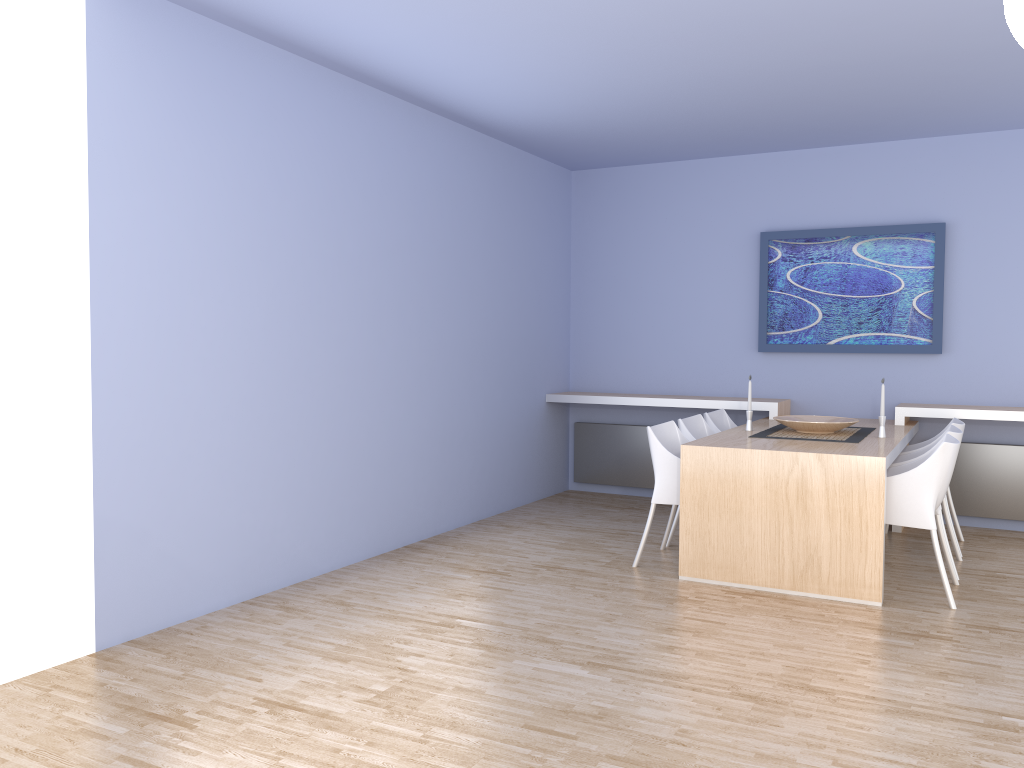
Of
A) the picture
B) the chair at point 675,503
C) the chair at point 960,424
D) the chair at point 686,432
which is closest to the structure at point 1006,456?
the chair at point 960,424

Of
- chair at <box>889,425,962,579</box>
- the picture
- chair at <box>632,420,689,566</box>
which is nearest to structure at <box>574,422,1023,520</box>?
the picture

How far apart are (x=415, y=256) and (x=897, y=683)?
3.53m

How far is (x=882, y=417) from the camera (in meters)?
5.10

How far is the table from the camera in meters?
4.3 m

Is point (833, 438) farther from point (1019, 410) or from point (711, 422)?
point (1019, 410)

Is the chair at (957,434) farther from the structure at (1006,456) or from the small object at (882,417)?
the structure at (1006,456)

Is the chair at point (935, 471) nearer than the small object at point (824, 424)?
Yes

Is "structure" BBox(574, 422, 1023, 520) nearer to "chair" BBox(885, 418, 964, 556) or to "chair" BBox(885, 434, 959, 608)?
"chair" BBox(885, 418, 964, 556)

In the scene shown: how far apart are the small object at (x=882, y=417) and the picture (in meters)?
1.36
